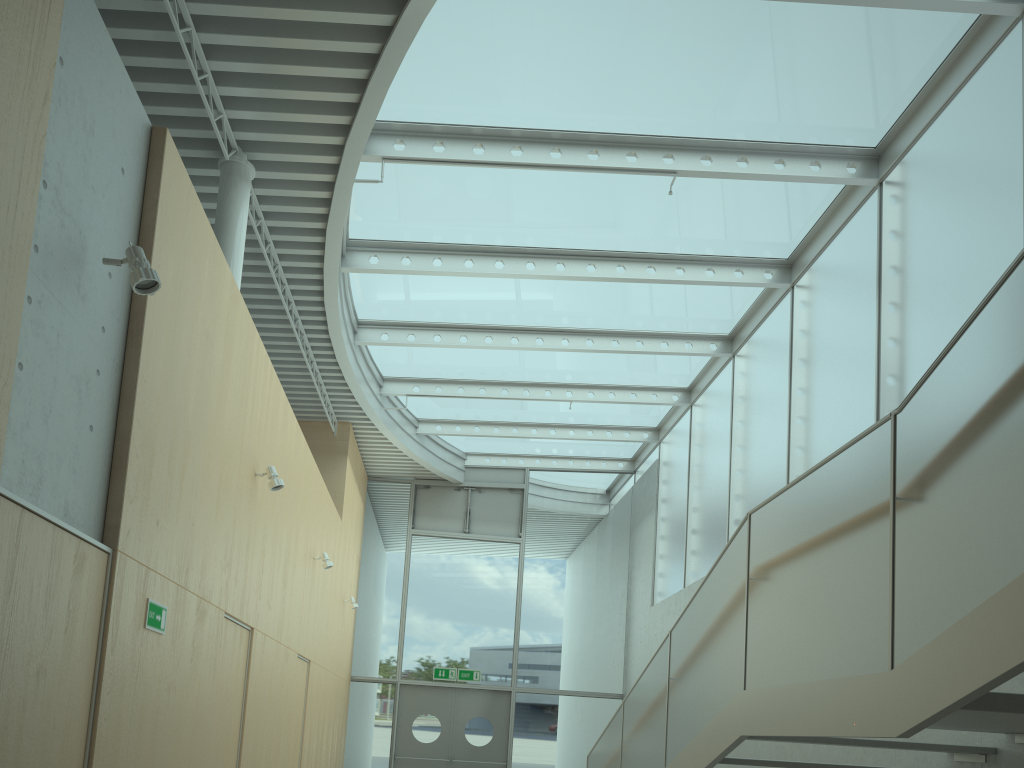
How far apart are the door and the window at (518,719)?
0.1m

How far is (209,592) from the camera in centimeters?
525cm

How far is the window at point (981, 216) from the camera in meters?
5.9

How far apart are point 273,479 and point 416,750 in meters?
8.6 m

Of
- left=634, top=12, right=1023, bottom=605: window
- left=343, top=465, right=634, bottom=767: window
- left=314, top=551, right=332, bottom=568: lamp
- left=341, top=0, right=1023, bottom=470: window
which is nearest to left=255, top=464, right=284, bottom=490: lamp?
left=341, top=0, right=1023, bottom=470: window

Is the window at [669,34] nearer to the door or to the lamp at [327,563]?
the lamp at [327,563]

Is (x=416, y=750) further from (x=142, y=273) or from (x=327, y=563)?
(x=142, y=273)

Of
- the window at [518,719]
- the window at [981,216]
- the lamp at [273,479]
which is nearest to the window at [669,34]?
the window at [981,216]

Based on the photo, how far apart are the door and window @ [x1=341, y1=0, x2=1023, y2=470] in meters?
3.8

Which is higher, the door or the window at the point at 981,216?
the window at the point at 981,216
